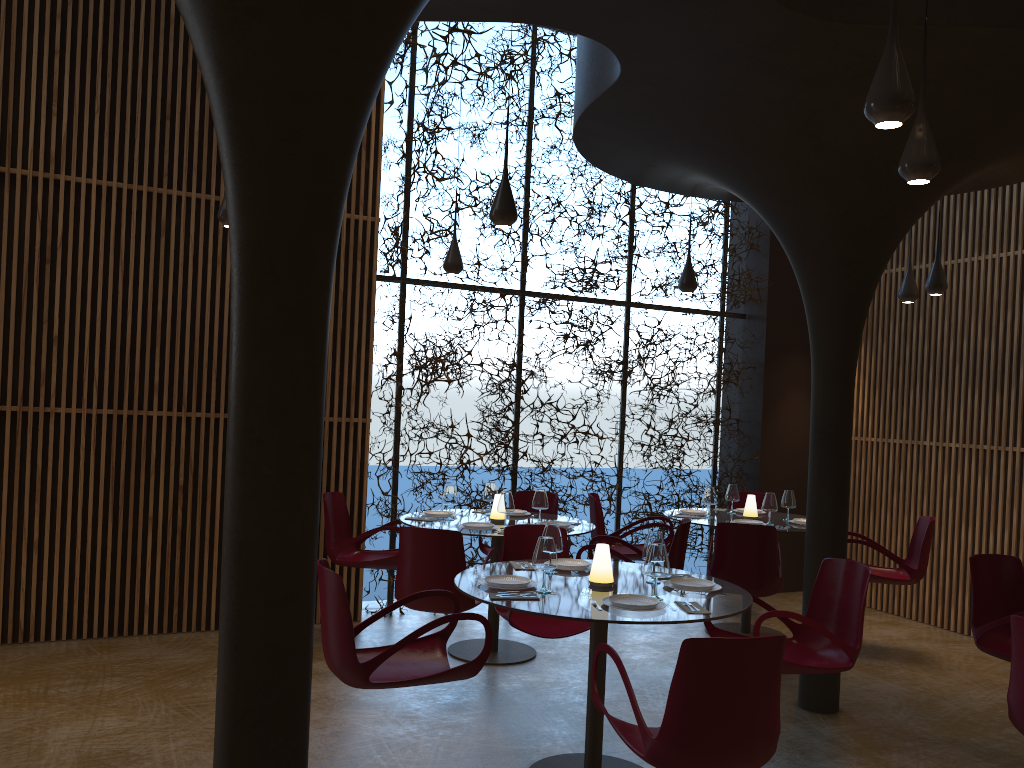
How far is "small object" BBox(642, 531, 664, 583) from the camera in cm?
514

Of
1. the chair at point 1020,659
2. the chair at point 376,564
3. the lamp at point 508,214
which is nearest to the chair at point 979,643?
the chair at point 1020,659

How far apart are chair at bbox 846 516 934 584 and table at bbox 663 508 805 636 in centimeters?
58cm

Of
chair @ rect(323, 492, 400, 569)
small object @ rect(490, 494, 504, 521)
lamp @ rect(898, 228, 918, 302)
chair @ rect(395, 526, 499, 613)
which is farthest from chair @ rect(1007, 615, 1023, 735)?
lamp @ rect(898, 228, 918, 302)

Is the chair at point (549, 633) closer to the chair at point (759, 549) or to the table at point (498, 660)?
the table at point (498, 660)

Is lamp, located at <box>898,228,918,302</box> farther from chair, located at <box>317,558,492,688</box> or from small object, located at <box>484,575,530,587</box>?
chair, located at <box>317,558,492,688</box>

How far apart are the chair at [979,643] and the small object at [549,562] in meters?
2.9 m

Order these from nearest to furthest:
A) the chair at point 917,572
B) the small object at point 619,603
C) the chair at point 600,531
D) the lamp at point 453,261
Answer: the small object at point 619,603, the chair at point 917,572, the lamp at point 453,261, the chair at point 600,531

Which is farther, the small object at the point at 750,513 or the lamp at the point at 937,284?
the small object at the point at 750,513

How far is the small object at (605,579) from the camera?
4.96m
